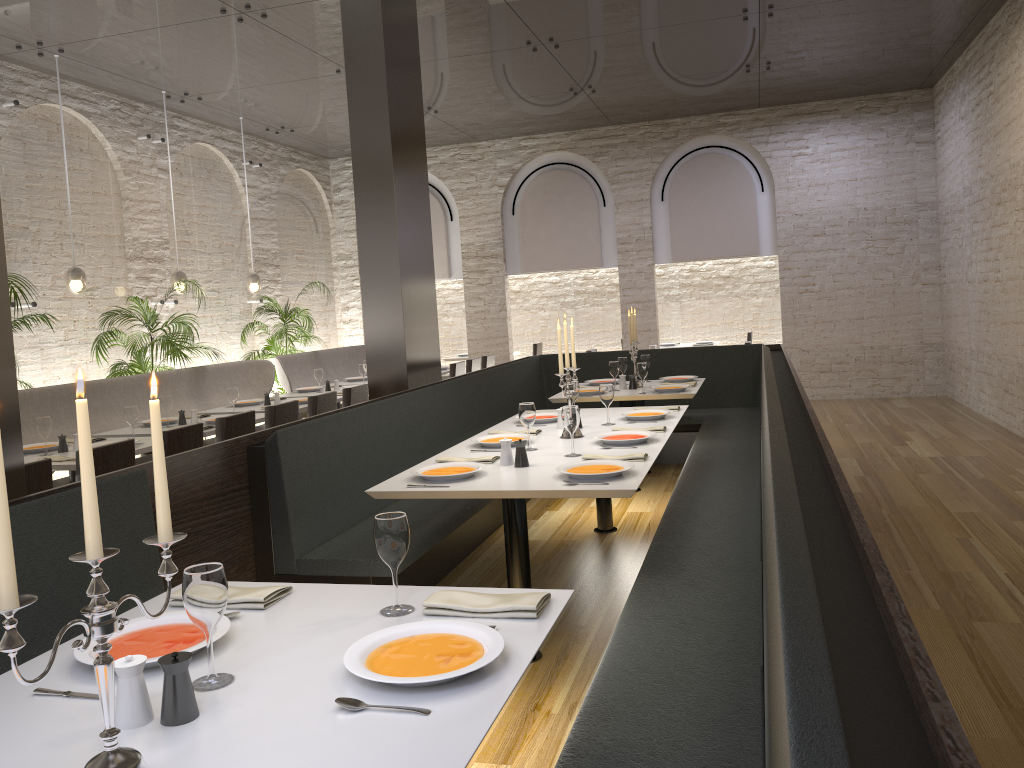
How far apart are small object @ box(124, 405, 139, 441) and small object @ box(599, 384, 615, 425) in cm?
299

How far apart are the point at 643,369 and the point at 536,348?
6.77m

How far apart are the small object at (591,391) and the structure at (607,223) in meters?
5.8

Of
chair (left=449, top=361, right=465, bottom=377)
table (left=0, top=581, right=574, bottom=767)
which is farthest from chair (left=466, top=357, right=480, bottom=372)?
table (left=0, top=581, right=574, bottom=767)

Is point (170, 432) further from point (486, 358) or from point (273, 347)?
point (486, 358)

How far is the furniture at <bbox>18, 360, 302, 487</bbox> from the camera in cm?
656

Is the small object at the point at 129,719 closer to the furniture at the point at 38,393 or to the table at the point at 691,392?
the furniture at the point at 38,393

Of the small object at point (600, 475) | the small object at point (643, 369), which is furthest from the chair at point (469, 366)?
the small object at point (600, 475)

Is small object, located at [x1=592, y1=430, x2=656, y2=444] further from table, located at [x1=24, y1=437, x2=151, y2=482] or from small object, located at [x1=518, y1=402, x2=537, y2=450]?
table, located at [x1=24, y1=437, x2=151, y2=482]

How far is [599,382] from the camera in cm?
739
